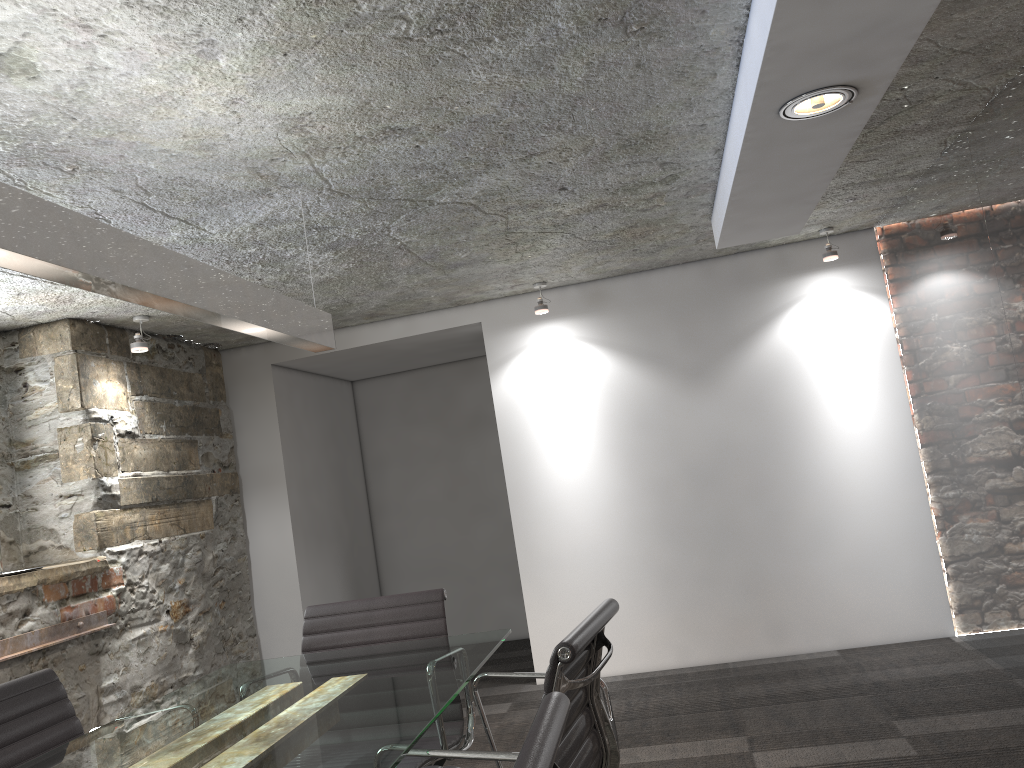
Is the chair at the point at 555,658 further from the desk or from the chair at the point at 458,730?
the chair at the point at 458,730

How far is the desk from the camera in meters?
1.7 m

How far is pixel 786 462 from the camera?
4.7m

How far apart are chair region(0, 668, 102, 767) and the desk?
0.2 meters

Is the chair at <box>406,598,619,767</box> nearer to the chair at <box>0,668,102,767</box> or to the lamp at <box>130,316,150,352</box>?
the chair at <box>0,668,102,767</box>

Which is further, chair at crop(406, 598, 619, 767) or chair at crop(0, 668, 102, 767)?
chair at crop(0, 668, 102, 767)

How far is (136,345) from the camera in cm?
410

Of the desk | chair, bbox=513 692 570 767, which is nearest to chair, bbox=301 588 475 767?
the desk

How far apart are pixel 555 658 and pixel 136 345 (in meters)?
3.13

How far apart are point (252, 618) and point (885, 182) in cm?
403
